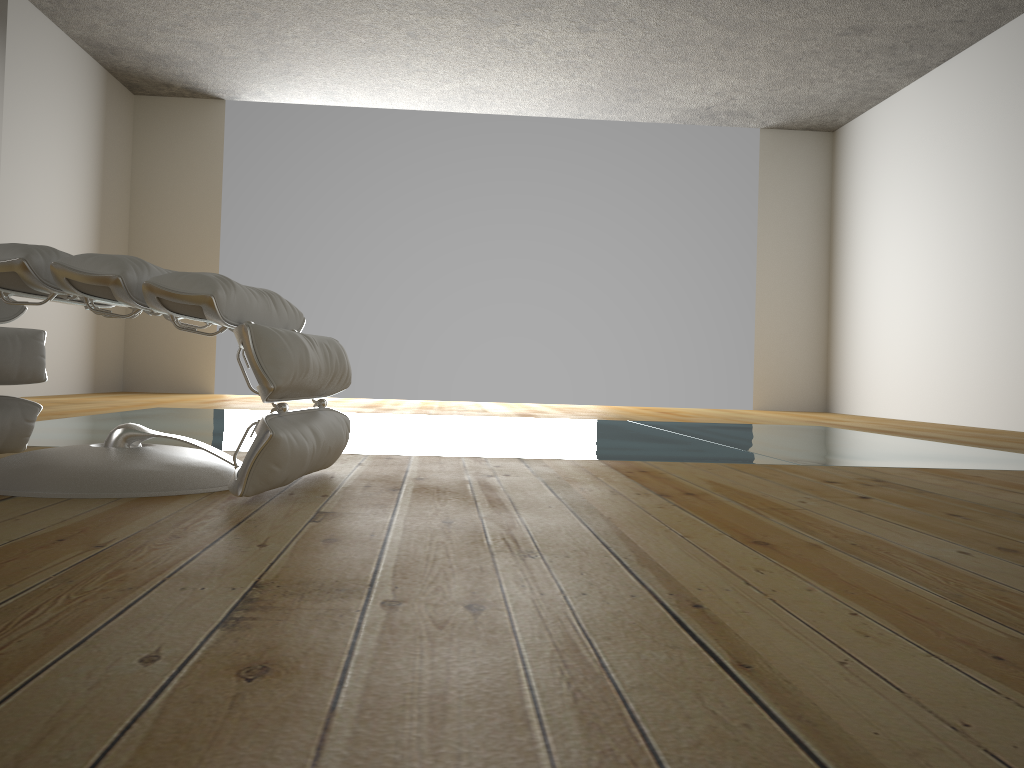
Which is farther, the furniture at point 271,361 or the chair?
the chair

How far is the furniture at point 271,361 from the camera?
1.47m

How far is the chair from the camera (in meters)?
1.94

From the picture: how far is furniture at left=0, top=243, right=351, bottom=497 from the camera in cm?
147

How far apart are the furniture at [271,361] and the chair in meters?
0.2 m

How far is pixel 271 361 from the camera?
1.5 meters

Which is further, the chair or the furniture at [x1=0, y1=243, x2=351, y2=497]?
the chair

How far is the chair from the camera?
1.9m

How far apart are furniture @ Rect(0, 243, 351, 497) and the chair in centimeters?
21cm
